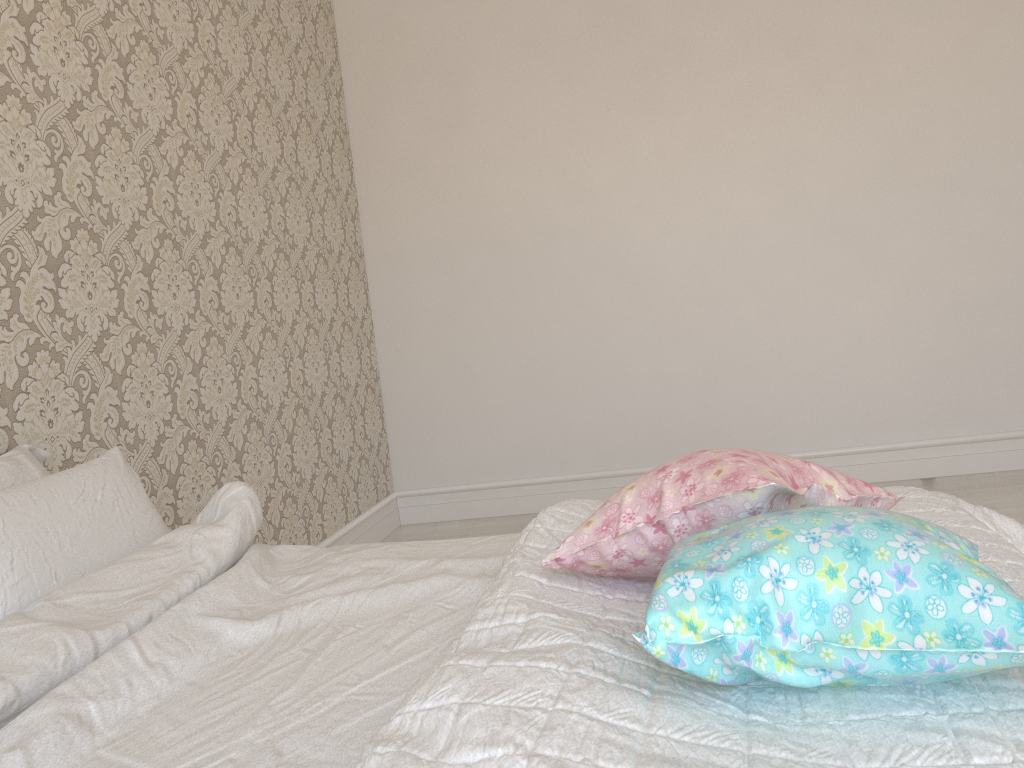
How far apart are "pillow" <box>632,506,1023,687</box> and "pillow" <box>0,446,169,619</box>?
1.02m

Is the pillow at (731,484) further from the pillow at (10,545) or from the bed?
the pillow at (10,545)

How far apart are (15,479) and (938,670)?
1.58m

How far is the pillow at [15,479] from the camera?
1.65m

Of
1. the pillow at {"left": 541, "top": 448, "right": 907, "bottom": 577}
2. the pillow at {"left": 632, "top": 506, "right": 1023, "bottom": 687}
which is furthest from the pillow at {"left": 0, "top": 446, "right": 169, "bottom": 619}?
the pillow at {"left": 632, "top": 506, "right": 1023, "bottom": 687}

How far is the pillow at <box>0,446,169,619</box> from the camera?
1.4m

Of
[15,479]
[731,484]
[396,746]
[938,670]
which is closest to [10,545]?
[15,479]

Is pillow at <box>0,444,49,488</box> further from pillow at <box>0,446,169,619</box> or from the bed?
the bed

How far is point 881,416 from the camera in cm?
376

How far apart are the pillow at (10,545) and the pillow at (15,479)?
0.1 meters
